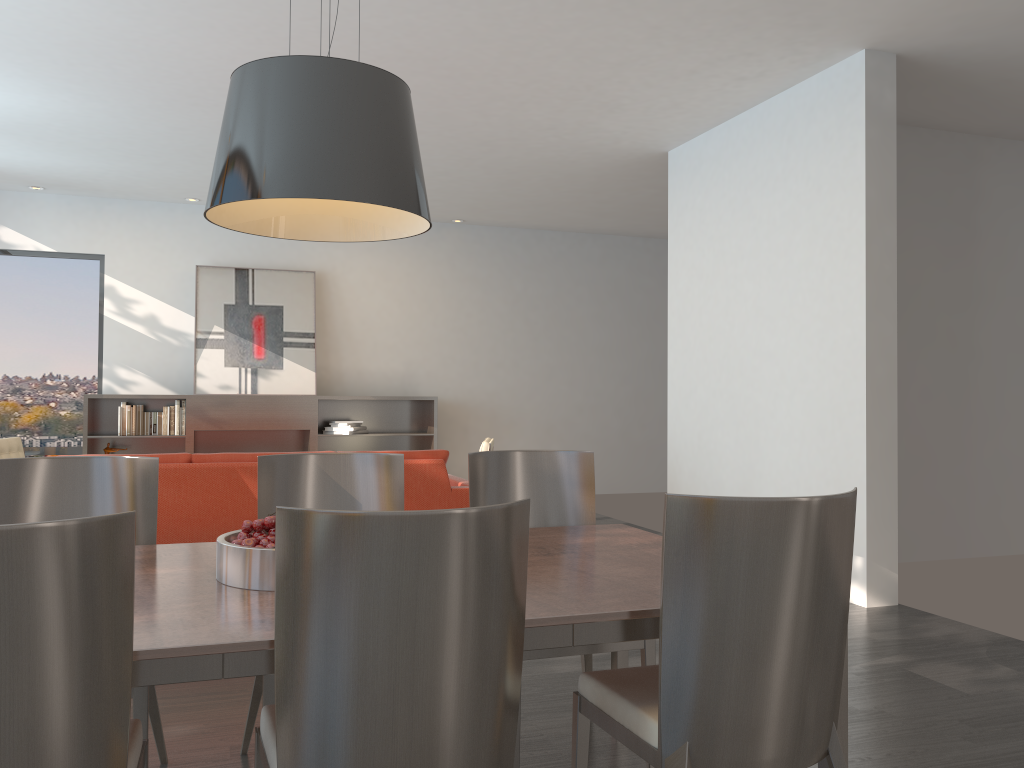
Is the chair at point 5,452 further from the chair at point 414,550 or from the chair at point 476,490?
the chair at point 414,550

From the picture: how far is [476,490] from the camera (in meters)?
3.08

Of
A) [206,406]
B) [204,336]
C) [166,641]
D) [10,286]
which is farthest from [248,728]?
[10,286]

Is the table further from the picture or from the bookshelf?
the picture

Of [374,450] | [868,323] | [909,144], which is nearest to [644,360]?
[374,450]

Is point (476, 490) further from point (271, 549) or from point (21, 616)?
point (21, 616)

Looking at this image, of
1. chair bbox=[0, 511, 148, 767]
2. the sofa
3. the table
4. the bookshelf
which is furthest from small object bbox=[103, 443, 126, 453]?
chair bbox=[0, 511, 148, 767]

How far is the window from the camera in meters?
8.7 m

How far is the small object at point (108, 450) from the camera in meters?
8.4

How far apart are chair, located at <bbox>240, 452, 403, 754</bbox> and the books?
6.1m
